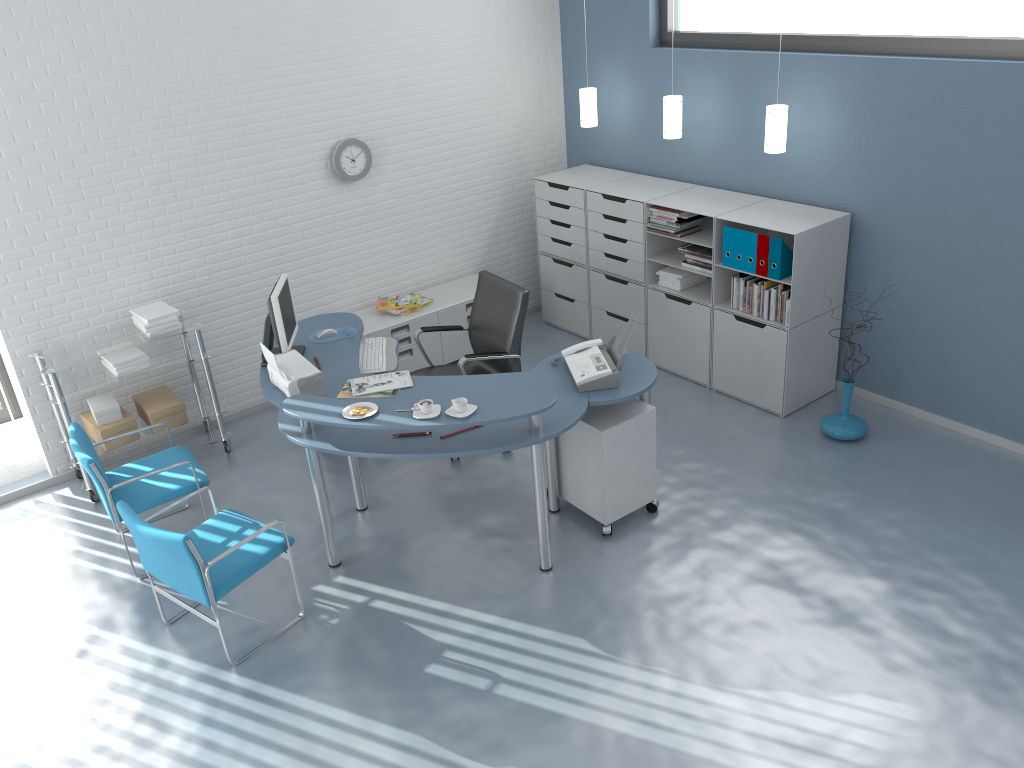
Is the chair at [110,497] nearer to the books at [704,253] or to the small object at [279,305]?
the small object at [279,305]

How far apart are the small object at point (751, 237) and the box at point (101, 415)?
3.7 meters

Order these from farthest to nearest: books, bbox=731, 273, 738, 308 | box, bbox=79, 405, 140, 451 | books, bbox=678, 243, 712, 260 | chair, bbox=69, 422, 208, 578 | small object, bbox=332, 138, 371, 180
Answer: small object, bbox=332, 138, 371, 180, books, bbox=678, 243, 712, 260, books, bbox=731, 273, 738, 308, box, bbox=79, 405, 140, 451, chair, bbox=69, 422, 208, 578

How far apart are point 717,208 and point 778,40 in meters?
1.0 m

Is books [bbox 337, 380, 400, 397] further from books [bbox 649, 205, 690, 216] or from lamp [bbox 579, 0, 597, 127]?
lamp [bbox 579, 0, 597, 127]

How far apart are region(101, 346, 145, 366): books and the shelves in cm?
9

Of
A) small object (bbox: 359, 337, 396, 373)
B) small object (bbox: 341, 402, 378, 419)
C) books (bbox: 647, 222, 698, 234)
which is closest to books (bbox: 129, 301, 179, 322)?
small object (bbox: 359, 337, 396, 373)

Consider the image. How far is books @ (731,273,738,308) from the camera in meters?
5.4 m

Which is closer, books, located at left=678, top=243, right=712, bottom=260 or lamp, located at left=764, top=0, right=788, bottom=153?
lamp, located at left=764, top=0, right=788, bottom=153

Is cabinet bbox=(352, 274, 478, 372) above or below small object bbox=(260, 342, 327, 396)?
below
